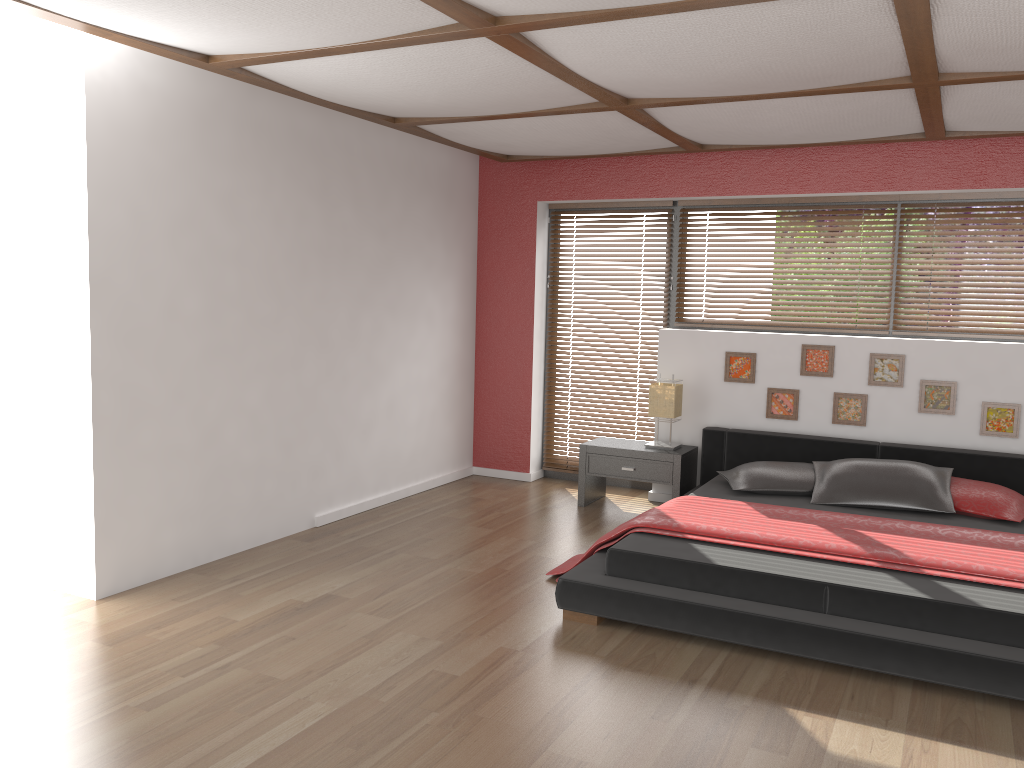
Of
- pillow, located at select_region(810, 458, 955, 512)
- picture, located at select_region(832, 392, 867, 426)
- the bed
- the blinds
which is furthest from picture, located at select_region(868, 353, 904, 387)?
the blinds

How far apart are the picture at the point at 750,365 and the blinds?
0.80m

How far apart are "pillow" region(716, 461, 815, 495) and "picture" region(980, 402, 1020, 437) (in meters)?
1.06

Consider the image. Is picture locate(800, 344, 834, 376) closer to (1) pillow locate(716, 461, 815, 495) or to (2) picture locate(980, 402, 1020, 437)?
(1) pillow locate(716, 461, 815, 495)

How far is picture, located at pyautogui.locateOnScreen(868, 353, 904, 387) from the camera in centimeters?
542cm

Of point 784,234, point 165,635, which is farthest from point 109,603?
point 784,234

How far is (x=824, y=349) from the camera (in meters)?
5.60

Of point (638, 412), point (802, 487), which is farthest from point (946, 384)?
point (638, 412)

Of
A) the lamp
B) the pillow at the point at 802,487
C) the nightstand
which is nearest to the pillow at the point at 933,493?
the pillow at the point at 802,487

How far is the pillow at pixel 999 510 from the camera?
4.54m
